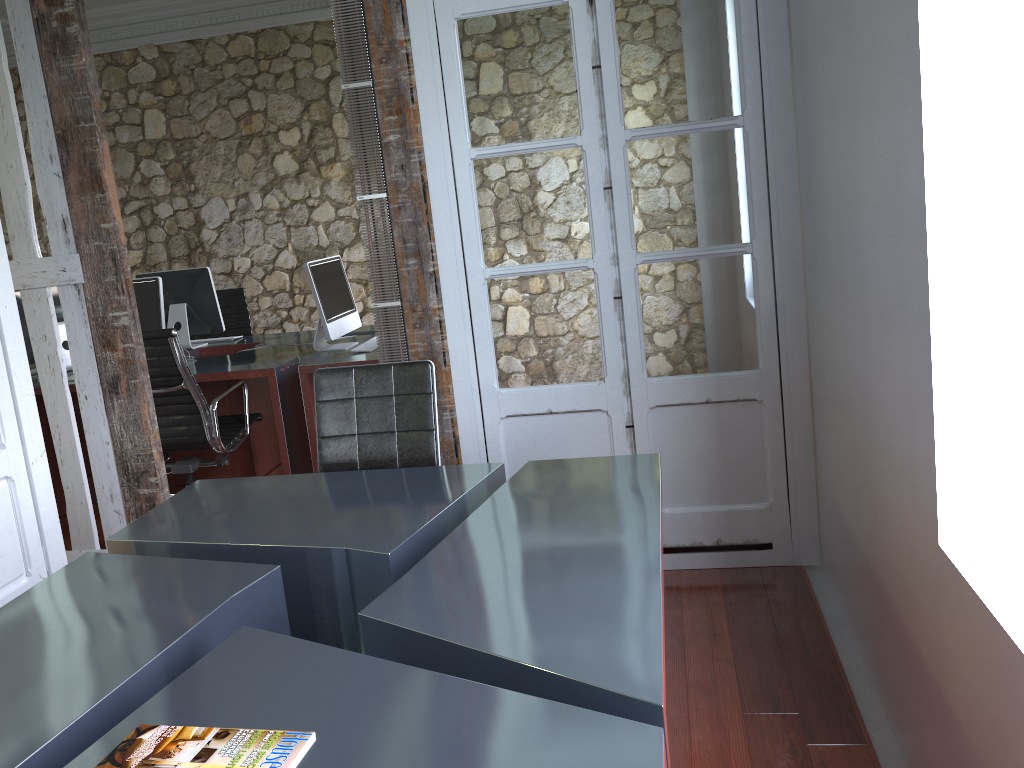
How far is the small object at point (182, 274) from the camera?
5.34m

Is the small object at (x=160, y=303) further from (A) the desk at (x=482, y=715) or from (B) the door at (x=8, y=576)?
(A) the desk at (x=482, y=715)

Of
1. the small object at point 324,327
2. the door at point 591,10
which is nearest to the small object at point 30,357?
the small object at point 324,327

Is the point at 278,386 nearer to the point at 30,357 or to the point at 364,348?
the point at 364,348

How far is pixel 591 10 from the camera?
2.97m

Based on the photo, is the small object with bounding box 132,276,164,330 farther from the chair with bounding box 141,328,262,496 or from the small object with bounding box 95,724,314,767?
the small object with bounding box 95,724,314,767

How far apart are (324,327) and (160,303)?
1.0m

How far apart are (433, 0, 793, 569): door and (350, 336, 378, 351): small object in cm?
141

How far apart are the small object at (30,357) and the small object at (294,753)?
4.1m

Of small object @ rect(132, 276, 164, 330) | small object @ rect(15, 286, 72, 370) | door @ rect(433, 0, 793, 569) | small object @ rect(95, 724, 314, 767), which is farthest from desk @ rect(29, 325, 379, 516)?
small object @ rect(95, 724, 314, 767)
